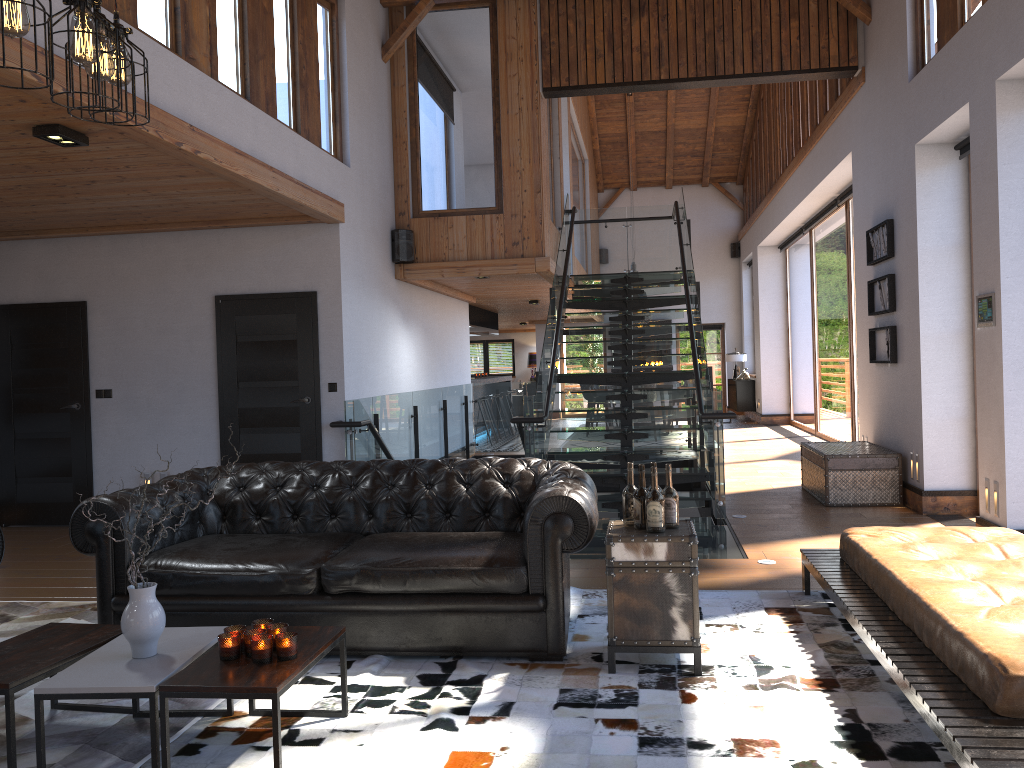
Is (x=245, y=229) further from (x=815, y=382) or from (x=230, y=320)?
(x=815, y=382)

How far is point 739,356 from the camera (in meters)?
19.73

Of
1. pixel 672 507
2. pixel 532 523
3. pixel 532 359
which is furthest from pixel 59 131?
pixel 532 359

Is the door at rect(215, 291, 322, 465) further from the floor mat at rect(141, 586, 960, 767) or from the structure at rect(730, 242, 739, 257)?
the structure at rect(730, 242, 739, 257)

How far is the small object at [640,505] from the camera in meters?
3.9 m

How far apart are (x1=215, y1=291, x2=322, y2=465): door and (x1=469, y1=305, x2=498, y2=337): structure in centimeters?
748cm

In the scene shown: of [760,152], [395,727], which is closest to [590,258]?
[760,152]

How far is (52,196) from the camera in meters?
6.5 m

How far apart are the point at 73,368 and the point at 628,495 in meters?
6.2

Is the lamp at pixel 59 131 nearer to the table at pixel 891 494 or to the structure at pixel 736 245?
the table at pixel 891 494
